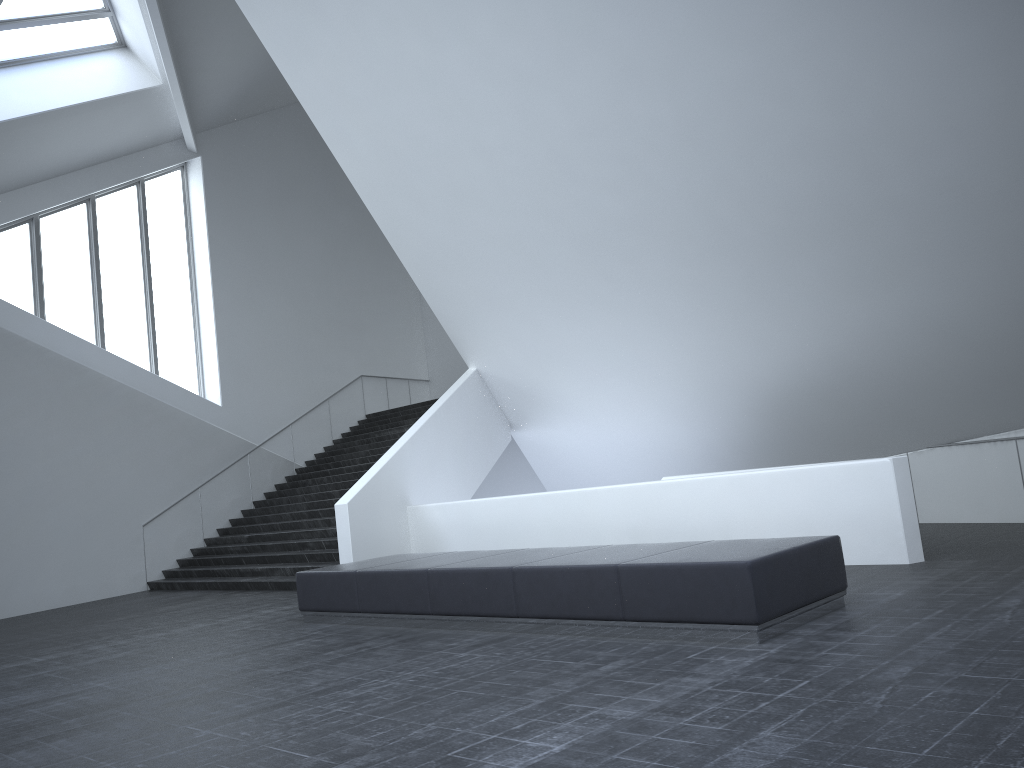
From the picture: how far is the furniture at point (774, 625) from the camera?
6.29m

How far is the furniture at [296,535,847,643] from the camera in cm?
629

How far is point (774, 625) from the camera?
6.29m
